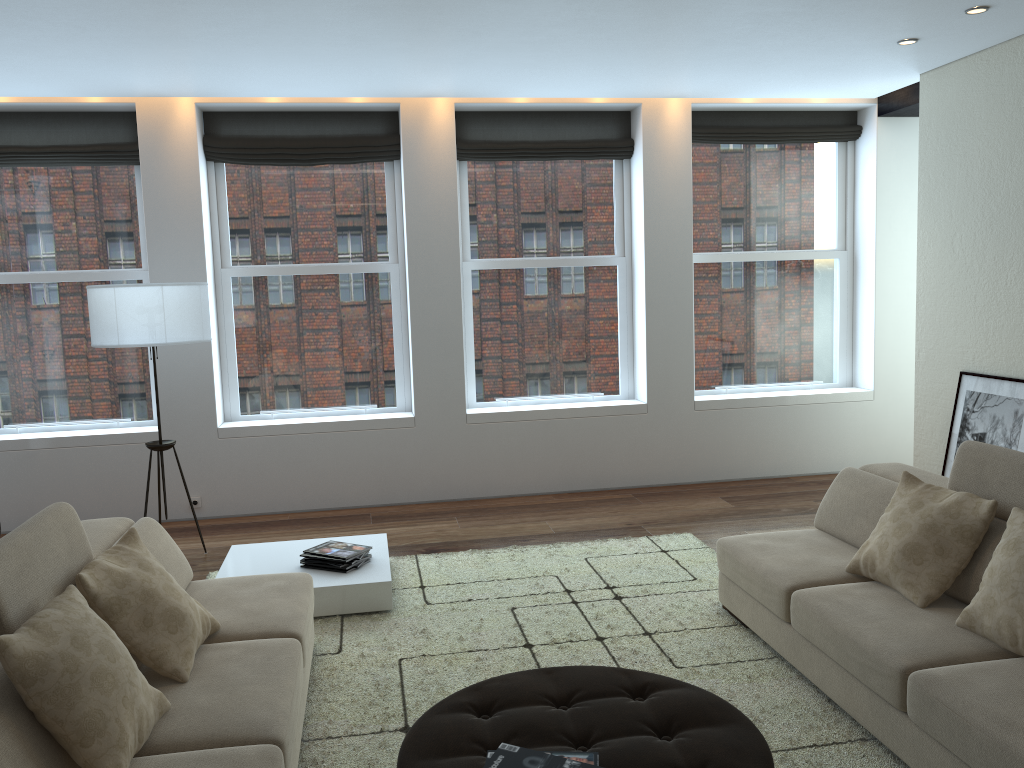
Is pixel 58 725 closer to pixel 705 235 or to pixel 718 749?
pixel 718 749

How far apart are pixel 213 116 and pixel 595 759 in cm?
570

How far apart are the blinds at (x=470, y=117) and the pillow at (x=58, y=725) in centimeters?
489cm

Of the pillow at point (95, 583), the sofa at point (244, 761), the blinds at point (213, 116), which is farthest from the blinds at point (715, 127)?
the pillow at point (95, 583)

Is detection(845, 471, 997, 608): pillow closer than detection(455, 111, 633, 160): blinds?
Yes

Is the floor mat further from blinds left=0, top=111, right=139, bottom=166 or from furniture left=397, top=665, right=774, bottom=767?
blinds left=0, top=111, right=139, bottom=166

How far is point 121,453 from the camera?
6.4m

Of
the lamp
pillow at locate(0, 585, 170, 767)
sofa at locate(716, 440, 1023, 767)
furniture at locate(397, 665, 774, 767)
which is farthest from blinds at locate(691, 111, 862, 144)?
pillow at locate(0, 585, 170, 767)

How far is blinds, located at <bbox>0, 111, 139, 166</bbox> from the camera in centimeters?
632cm

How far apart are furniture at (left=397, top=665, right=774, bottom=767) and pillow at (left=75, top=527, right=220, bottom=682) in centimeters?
82cm
